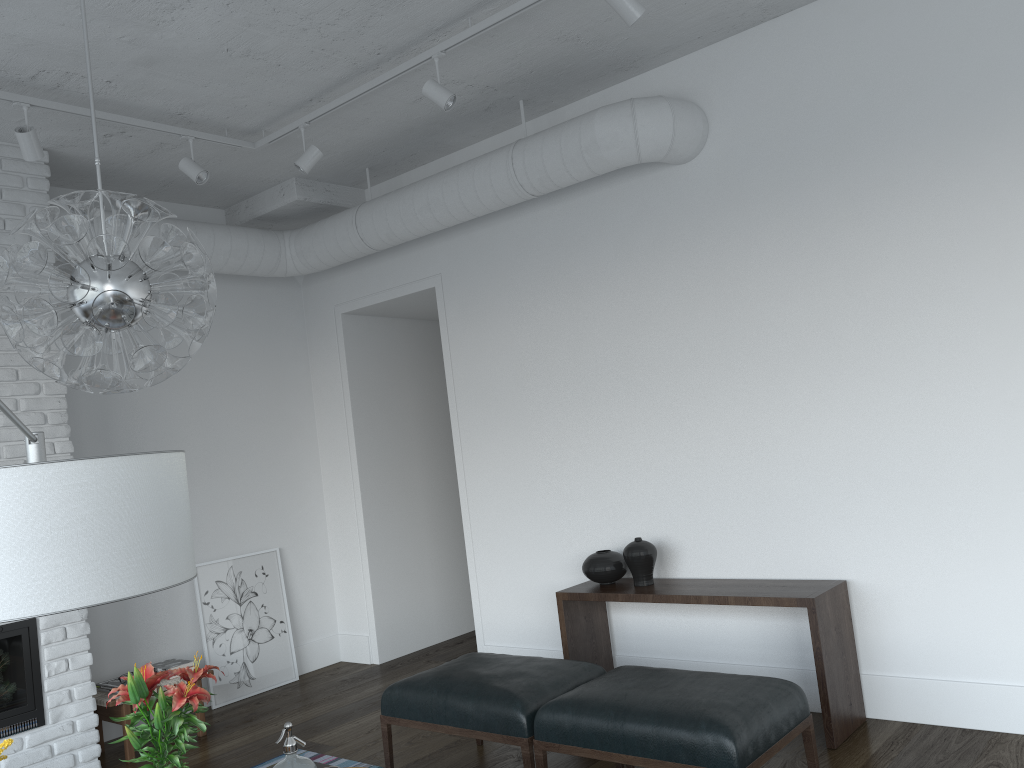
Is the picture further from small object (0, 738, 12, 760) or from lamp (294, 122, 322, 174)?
small object (0, 738, 12, 760)

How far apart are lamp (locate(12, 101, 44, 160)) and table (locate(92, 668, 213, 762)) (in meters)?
2.72

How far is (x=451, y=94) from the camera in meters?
3.9

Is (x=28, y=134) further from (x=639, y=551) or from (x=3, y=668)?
(x=639, y=551)

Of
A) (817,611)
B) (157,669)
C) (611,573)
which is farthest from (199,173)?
(817,611)

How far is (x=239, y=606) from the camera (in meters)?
5.73

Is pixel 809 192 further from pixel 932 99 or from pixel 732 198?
pixel 932 99

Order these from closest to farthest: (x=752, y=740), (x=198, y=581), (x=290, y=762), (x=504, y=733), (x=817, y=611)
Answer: (x=290, y=762), (x=752, y=740), (x=504, y=733), (x=817, y=611), (x=198, y=581)

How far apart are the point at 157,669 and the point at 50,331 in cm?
337

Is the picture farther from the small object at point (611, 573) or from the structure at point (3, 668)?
the small object at point (611, 573)
